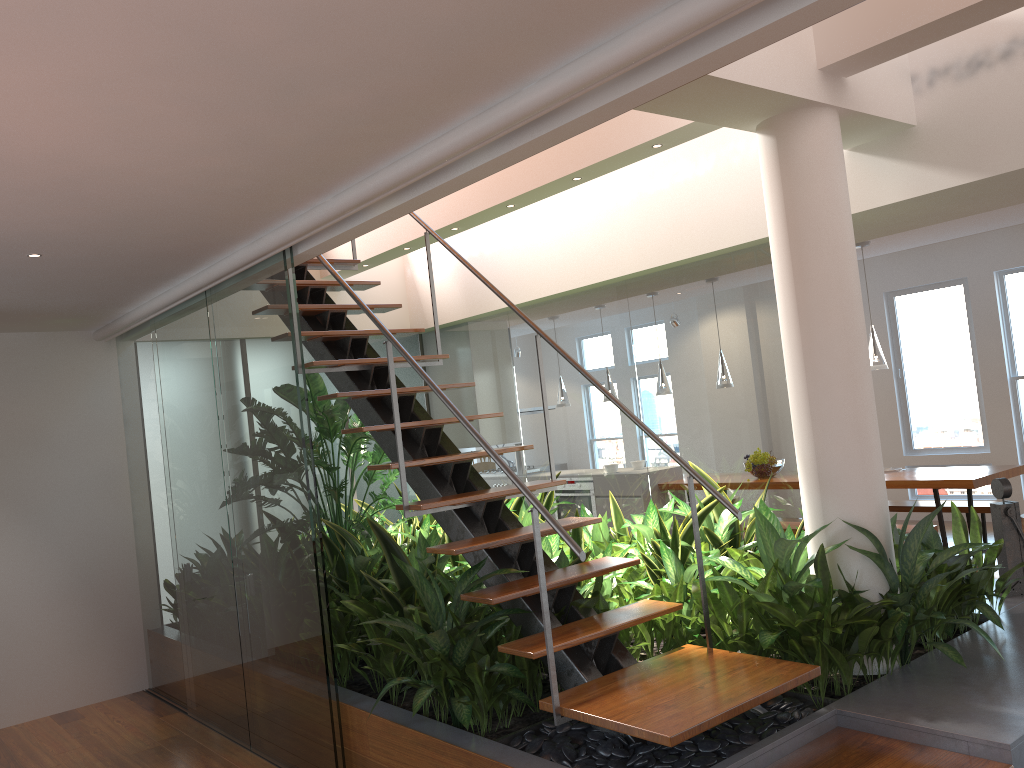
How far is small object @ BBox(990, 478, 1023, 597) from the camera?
4.2 meters

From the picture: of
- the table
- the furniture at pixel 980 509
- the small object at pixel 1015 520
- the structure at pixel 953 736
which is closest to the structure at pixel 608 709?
the structure at pixel 953 736

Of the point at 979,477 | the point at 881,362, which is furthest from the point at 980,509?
the point at 881,362

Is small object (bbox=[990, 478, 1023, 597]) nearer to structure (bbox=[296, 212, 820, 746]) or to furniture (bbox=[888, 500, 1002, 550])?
structure (bbox=[296, 212, 820, 746])

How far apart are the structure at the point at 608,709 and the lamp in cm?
379

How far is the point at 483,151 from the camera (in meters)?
2.72

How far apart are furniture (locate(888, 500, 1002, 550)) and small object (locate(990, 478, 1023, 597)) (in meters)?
2.91

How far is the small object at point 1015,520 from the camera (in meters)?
4.24

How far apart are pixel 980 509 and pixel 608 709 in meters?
5.3 m

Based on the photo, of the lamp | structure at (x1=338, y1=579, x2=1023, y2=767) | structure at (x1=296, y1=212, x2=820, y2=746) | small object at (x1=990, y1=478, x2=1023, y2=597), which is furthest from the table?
structure at (x1=296, y1=212, x2=820, y2=746)
